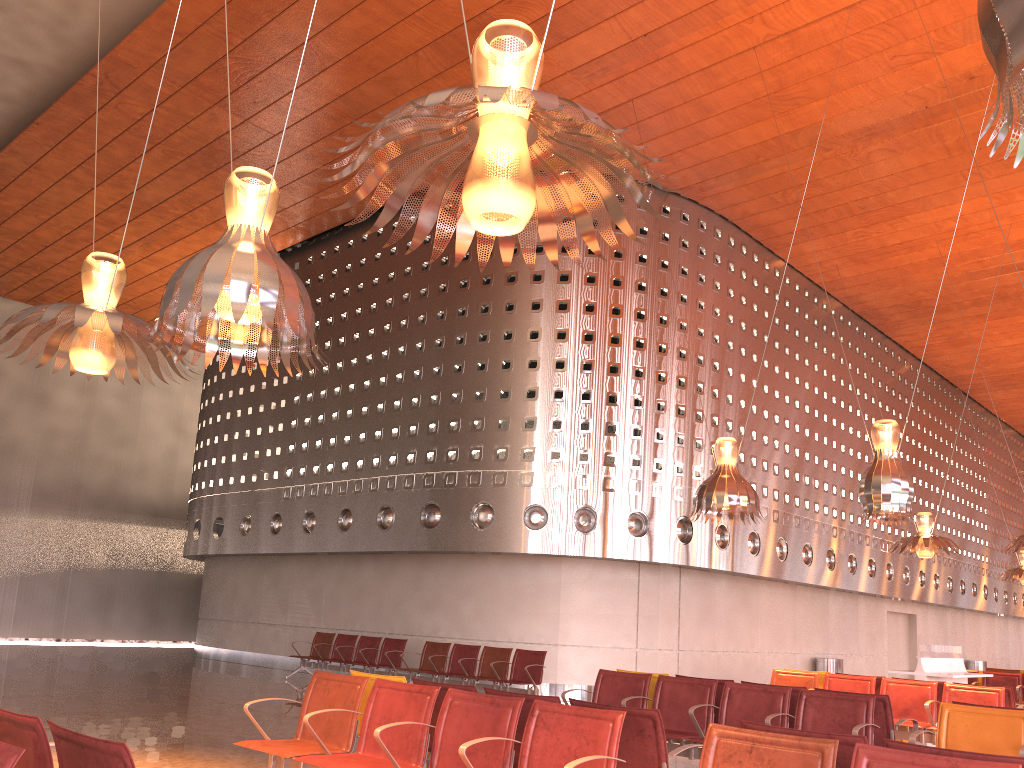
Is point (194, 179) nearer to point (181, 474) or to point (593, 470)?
point (593, 470)
